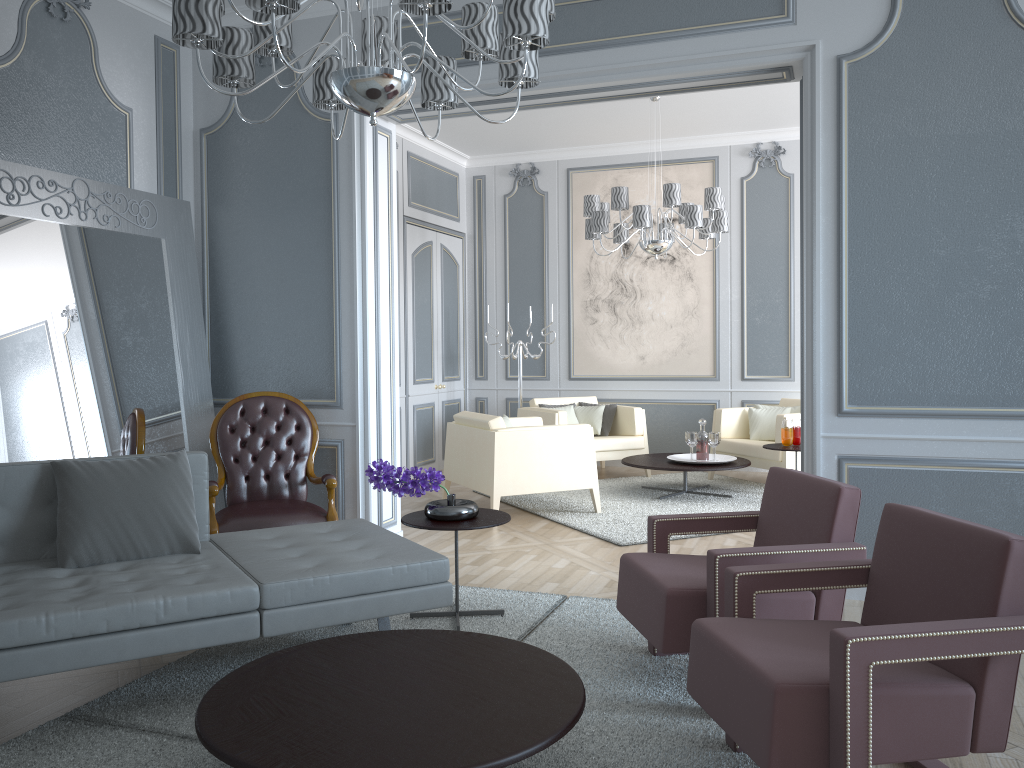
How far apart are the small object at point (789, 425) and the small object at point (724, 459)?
0.53m

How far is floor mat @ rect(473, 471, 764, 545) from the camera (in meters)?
5.05

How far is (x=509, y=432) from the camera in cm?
521

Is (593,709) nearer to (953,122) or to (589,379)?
(953,122)

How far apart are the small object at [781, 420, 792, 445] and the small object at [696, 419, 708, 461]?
0.6m

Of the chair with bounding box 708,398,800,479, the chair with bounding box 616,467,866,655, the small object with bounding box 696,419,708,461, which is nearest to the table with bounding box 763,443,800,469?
the chair with bounding box 708,398,800,479

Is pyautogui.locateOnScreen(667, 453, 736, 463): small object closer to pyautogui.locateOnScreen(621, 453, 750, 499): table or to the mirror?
pyautogui.locateOnScreen(621, 453, 750, 499): table

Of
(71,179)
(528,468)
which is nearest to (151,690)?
(71,179)

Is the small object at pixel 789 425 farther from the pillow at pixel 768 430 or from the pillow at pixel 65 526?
the pillow at pixel 65 526

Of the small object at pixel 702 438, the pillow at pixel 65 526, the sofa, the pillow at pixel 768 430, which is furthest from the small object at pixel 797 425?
the pillow at pixel 65 526
